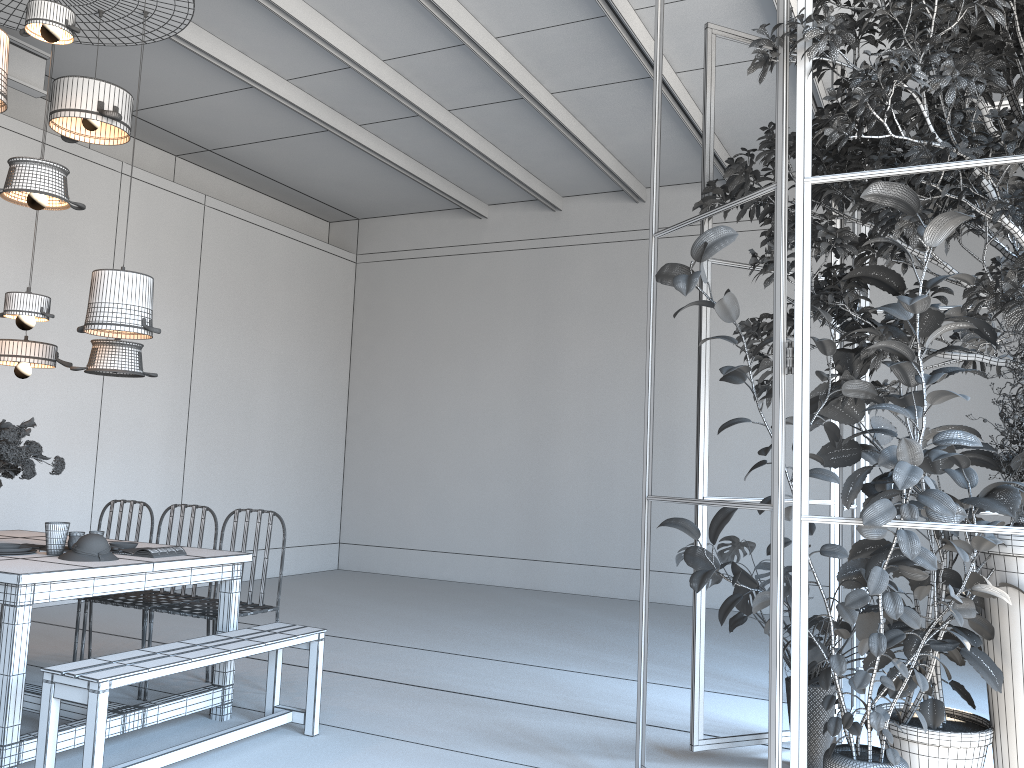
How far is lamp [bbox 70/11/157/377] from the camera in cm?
453

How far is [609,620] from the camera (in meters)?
7.71

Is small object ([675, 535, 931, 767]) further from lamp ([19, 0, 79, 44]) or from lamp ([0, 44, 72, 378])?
lamp ([19, 0, 79, 44])

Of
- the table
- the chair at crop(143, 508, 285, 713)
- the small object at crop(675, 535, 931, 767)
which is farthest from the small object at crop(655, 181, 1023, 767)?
the chair at crop(143, 508, 285, 713)

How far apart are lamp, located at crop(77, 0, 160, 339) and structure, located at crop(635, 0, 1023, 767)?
2.3 meters

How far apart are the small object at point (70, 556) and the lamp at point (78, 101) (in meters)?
2.19

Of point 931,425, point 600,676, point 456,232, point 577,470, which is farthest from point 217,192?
point 931,425

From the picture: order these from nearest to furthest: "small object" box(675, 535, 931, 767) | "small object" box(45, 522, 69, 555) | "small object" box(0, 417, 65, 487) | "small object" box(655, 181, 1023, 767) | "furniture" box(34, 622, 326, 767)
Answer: "small object" box(655, 181, 1023, 767) → "furniture" box(34, 622, 326, 767) → "small object" box(675, 535, 931, 767) → "small object" box(45, 522, 69, 555) → "small object" box(0, 417, 65, 487)

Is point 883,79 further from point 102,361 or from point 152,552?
point 102,361

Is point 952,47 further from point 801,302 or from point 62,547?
point 62,547
